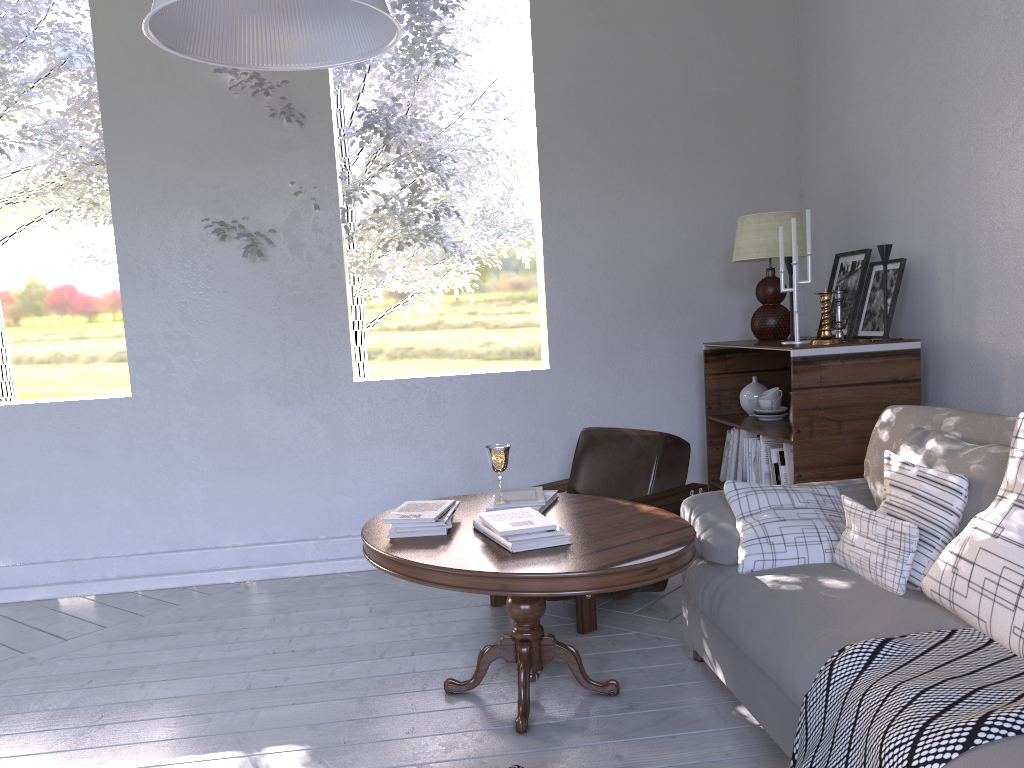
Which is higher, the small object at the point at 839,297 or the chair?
the small object at the point at 839,297

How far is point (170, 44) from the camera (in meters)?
1.31

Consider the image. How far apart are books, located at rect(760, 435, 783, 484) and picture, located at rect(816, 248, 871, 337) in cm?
46

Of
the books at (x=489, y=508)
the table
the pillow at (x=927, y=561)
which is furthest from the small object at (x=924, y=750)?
the books at (x=489, y=508)

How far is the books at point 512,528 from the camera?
2.0 meters

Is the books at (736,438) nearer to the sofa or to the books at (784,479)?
the books at (784,479)

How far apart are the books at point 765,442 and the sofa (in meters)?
0.58

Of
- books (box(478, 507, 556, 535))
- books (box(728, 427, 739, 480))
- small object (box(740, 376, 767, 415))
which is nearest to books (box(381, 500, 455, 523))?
books (box(478, 507, 556, 535))

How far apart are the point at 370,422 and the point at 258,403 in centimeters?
→ 43cm

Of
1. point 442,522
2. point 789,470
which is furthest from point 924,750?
point 789,470
